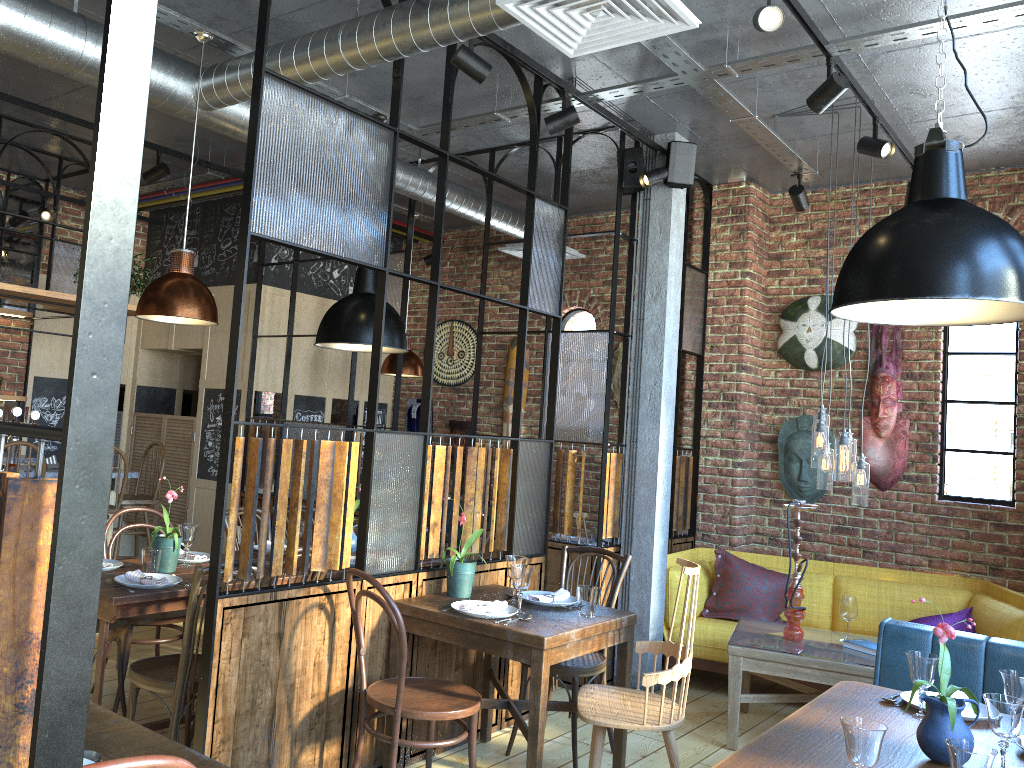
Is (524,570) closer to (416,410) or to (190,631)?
(190,631)

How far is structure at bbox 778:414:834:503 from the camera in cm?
619

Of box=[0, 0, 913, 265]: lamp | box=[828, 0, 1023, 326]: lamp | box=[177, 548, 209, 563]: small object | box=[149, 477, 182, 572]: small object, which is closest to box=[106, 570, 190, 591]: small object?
box=[149, 477, 182, 572]: small object

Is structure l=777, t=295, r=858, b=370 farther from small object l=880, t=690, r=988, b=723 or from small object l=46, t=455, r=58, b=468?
small object l=46, t=455, r=58, b=468

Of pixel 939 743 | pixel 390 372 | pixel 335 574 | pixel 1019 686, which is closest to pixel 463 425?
pixel 390 372

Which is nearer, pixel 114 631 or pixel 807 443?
pixel 114 631

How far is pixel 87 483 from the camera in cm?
84

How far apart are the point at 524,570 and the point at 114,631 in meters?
1.8 m

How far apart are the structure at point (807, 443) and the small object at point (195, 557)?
4.0 meters

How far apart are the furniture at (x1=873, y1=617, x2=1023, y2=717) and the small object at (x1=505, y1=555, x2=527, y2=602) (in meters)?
1.48
